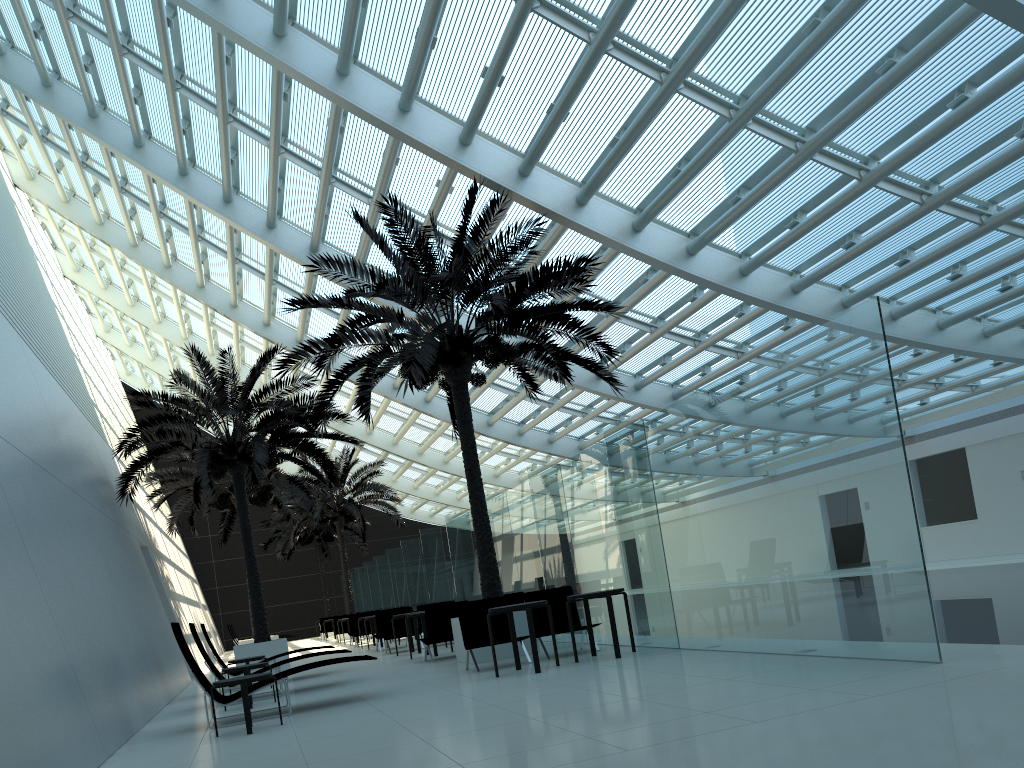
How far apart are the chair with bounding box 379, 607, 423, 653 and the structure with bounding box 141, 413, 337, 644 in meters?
5.1

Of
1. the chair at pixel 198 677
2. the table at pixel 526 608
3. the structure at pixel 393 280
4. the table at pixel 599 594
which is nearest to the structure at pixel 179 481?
the structure at pixel 393 280

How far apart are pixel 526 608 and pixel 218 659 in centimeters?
657cm

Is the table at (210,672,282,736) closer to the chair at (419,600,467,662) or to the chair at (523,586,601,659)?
the chair at (523,586,601,659)

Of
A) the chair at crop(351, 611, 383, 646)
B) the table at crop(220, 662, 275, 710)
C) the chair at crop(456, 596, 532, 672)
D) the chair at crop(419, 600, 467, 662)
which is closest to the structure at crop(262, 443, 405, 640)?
the chair at crop(351, 611, 383, 646)

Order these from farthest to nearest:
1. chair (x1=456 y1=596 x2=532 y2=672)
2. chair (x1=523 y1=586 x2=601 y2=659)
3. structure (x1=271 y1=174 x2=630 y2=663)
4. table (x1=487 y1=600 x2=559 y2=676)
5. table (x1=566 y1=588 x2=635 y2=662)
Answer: structure (x1=271 y1=174 x2=630 y2=663) < chair (x1=523 y1=586 x2=601 y2=659) < chair (x1=456 y1=596 x2=532 y2=672) < table (x1=566 y1=588 x2=635 y2=662) < table (x1=487 y1=600 x2=559 y2=676)

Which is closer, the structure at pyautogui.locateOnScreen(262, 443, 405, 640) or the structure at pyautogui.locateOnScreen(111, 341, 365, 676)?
the structure at pyautogui.locateOnScreen(111, 341, 365, 676)

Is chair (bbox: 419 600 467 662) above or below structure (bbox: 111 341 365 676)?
below

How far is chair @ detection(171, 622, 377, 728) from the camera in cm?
871

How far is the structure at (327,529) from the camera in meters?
37.4 m
